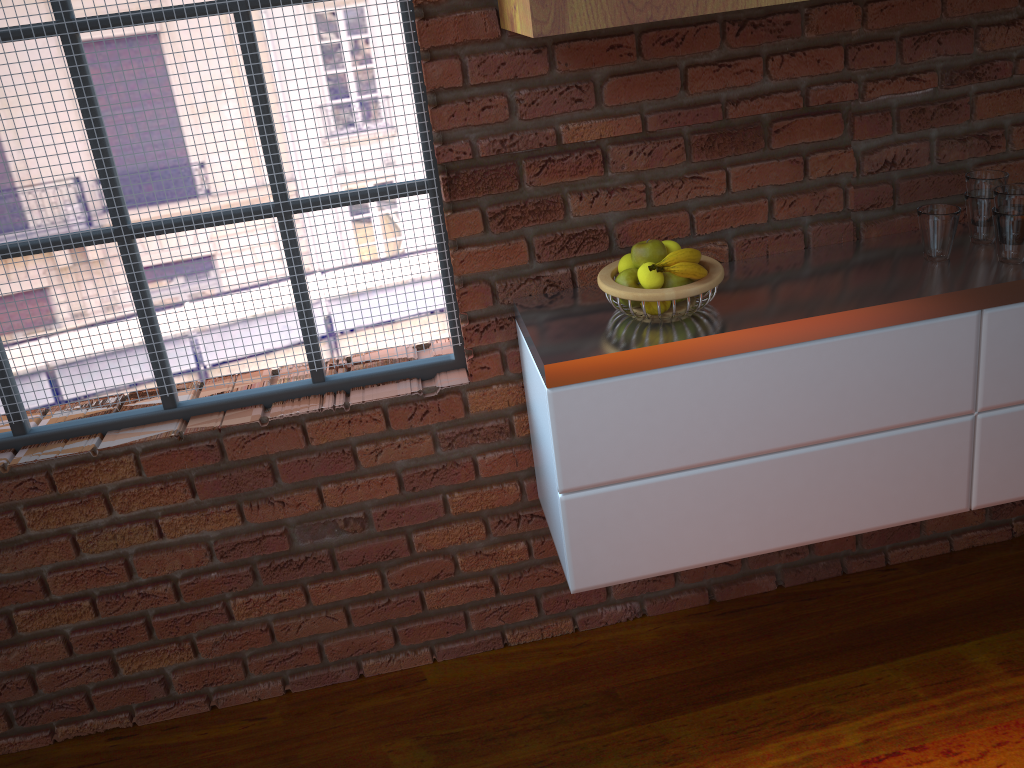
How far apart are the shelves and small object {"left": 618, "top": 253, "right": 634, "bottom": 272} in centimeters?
46cm

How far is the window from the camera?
1.6 meters

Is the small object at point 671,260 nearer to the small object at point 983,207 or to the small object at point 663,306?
the small object at point 663,306

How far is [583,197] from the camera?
1.7 meters

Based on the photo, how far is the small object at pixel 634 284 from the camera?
1.6 meters

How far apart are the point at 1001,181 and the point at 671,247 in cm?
65

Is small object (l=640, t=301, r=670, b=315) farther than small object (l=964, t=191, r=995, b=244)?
No

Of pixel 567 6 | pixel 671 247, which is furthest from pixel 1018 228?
pixel 567 6

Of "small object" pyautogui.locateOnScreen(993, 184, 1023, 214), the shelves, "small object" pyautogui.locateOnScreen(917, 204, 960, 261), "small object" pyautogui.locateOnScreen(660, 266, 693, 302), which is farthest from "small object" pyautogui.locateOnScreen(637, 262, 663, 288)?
"small object" pyautogui.locateOnScreen(993, 184, 1023, 214)

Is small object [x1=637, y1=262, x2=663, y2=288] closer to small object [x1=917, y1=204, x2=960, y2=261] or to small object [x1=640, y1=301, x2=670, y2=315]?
small object [x1=640, y1=301, x2=670, y2=315]
